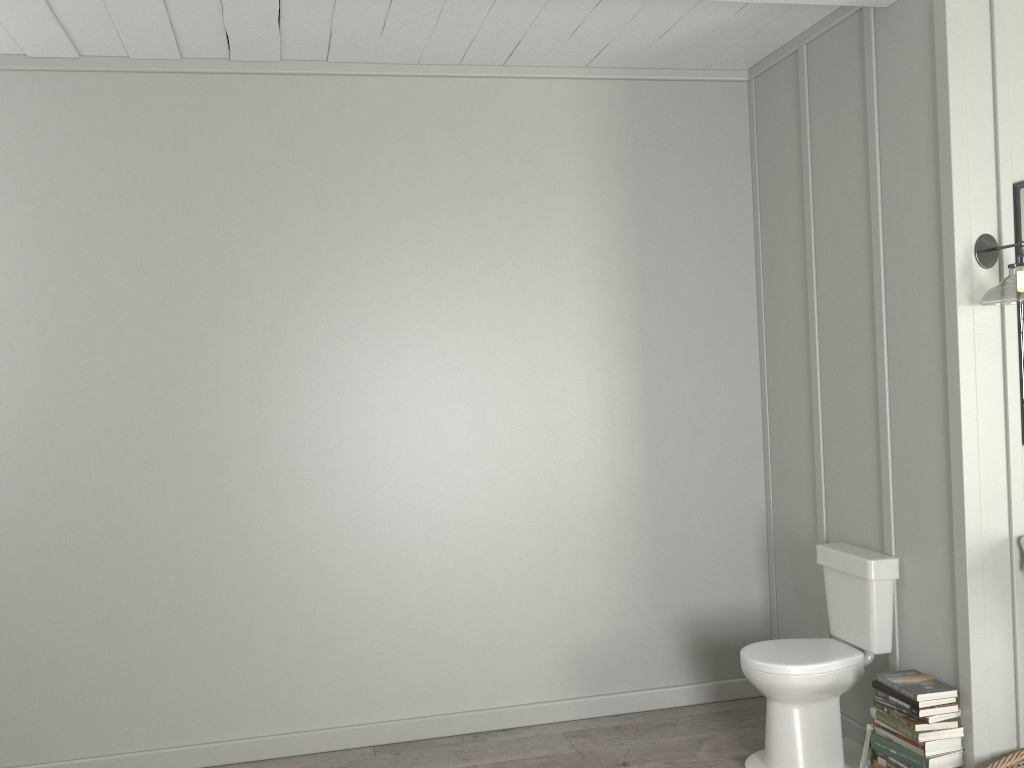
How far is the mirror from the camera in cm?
289

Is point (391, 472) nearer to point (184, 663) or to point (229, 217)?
point (184, 663)

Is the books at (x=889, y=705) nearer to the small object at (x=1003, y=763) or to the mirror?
the small object at (x=1003, y=763)

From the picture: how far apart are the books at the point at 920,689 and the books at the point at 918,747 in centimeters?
16cm

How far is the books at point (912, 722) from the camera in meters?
2.9 m

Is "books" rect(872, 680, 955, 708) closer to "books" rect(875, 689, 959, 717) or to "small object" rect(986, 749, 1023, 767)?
"books" rect(875, 689, 959, 717)

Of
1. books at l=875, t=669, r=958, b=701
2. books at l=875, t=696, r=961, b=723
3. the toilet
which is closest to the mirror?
the toilet

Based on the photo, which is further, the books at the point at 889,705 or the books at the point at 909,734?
the books at the point at 889,705

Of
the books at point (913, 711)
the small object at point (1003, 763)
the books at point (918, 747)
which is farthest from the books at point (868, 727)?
the small object at point (1003, 763)

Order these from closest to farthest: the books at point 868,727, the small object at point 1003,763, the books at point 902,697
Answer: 1. the small object at point 1003,763
2. the books at point 902,697
3. the books at point 868,727
